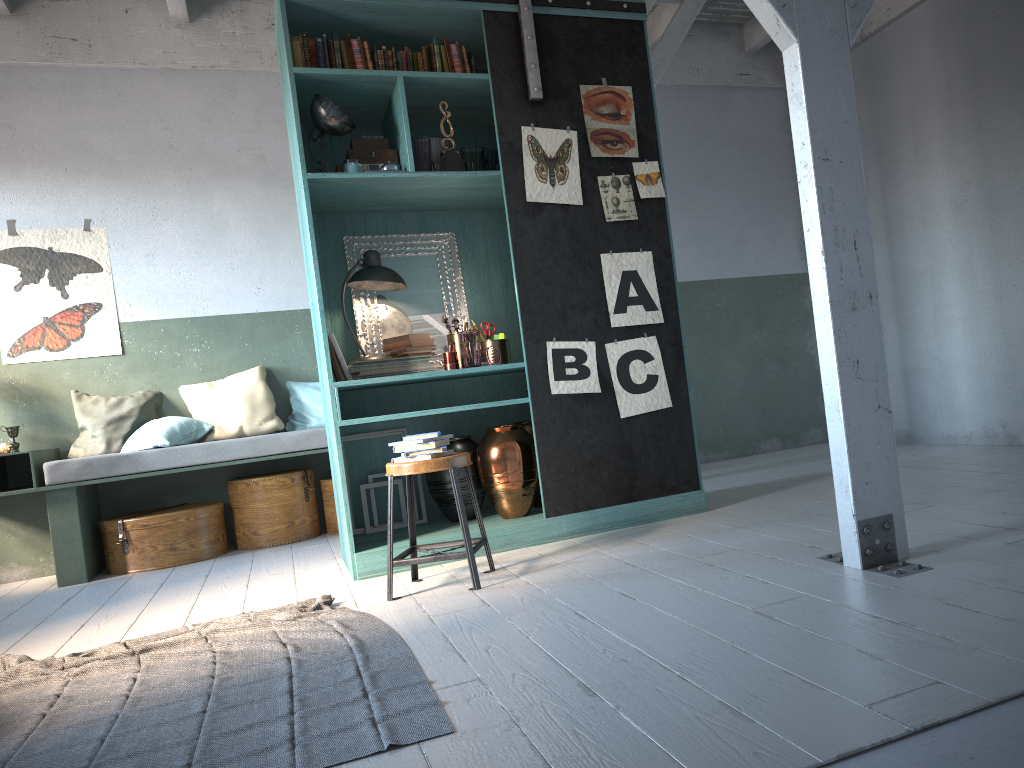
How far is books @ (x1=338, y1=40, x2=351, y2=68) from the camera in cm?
522

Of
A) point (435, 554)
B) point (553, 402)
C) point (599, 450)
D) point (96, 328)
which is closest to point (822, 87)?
point (553, 402)

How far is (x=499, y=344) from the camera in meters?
5.5

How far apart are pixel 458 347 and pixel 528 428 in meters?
0.7 m

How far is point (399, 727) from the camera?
2.5m

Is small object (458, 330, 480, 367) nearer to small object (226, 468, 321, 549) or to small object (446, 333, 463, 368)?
small object (446, 333, 463, 368)

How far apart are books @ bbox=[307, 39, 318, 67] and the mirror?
1.1 meters

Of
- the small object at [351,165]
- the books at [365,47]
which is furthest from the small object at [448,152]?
the books at [365,47]

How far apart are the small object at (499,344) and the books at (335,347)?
0.9 meters

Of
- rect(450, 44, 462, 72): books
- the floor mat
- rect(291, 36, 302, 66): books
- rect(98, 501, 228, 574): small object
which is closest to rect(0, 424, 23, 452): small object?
rect(98, 501, 228, 574): small object
